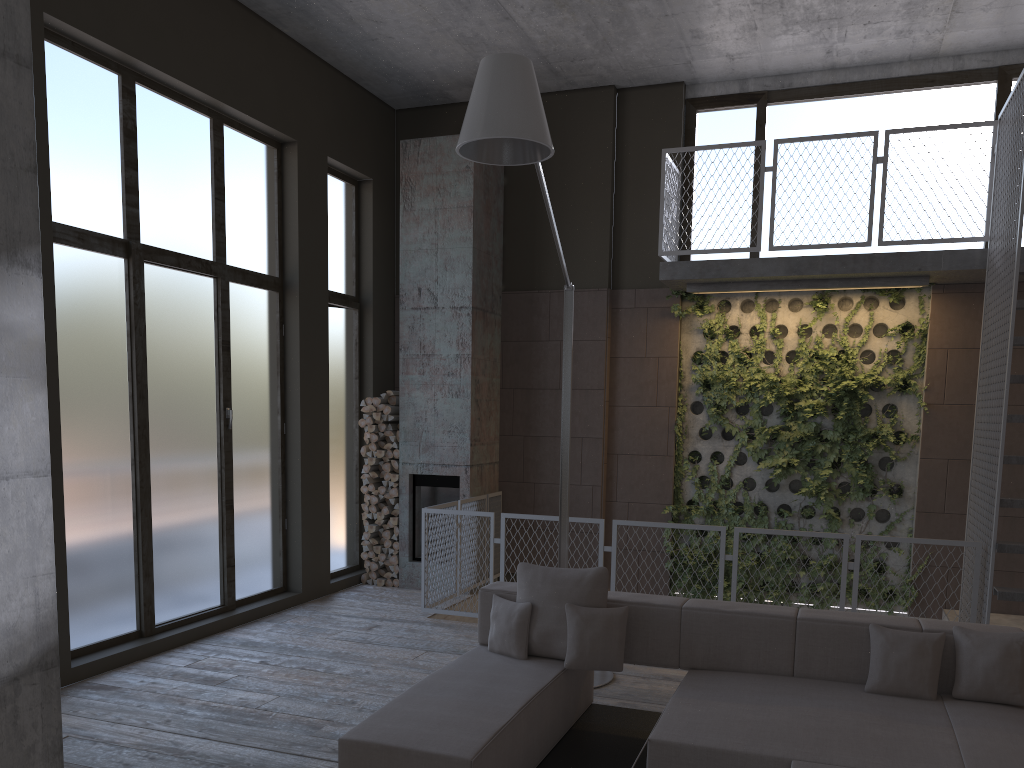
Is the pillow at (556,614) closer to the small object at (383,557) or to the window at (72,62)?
the window at (72,62)

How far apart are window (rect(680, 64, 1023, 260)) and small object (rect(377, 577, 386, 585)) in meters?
4.8

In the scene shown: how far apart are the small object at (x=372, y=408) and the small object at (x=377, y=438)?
0.3 meters

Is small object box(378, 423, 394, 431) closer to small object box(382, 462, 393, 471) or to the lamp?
small object box(382, 462, 393, 471)

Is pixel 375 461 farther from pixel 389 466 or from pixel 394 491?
pixel 394 491

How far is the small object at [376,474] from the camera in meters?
9.2

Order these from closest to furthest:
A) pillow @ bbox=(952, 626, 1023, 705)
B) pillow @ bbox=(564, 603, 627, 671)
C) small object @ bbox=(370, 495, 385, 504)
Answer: pillow @ bbox=(952, 626, 1023, 705) → pillow @ bbox=(564, 603, 627, 671) → small object @ bbox=(370, 495, 385, 504)

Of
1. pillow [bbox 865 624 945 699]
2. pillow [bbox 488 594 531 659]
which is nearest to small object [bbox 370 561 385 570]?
pillow [bbox 488 594 531 659]

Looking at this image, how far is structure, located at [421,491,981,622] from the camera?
7.42m

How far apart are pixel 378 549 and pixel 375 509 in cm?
41
